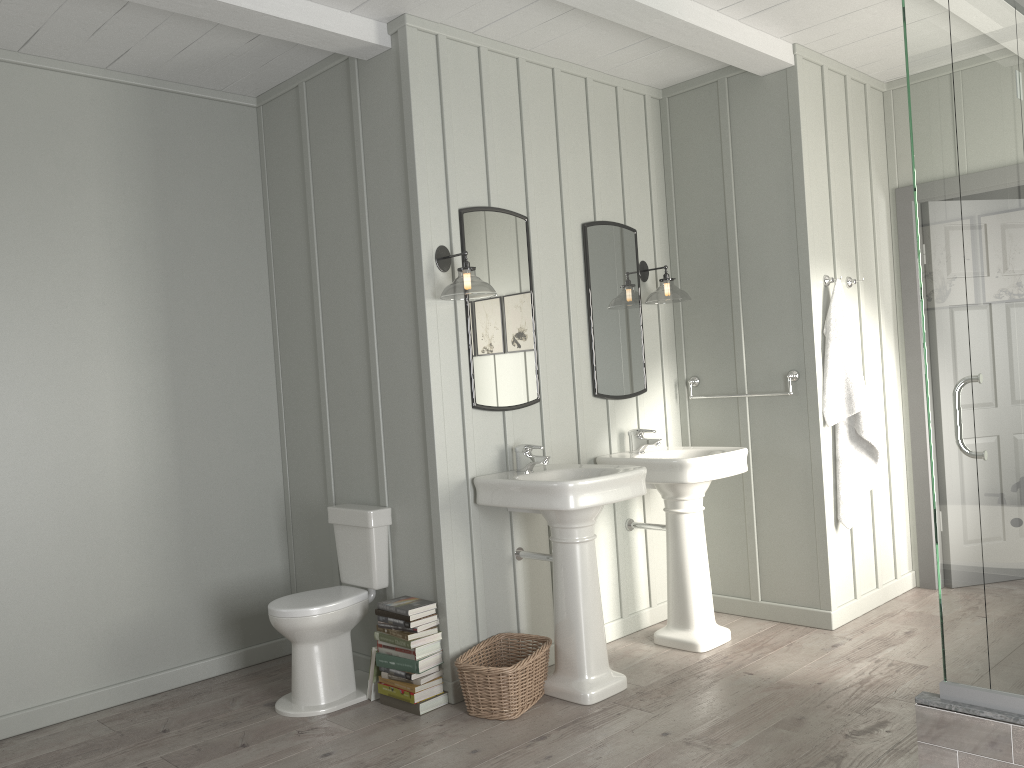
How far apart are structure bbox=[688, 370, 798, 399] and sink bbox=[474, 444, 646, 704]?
1.1m

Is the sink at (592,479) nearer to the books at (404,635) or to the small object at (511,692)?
the small object at (511,692)

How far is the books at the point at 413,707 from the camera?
3.5 meters

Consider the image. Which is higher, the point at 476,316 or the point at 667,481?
the point at 476,316

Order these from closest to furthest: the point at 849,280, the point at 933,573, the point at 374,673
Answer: the point at 374,673 < the point at 849,280 < the point at 933,573

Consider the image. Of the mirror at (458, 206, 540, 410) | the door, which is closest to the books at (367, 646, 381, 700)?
the mirror at (458, 206, 540, 410)

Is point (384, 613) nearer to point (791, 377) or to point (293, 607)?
point (293, 607)

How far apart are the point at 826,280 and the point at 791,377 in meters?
0.5 m

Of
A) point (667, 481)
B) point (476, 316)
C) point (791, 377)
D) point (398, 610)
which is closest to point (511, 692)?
point (398, 610)

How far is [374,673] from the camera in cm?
360
